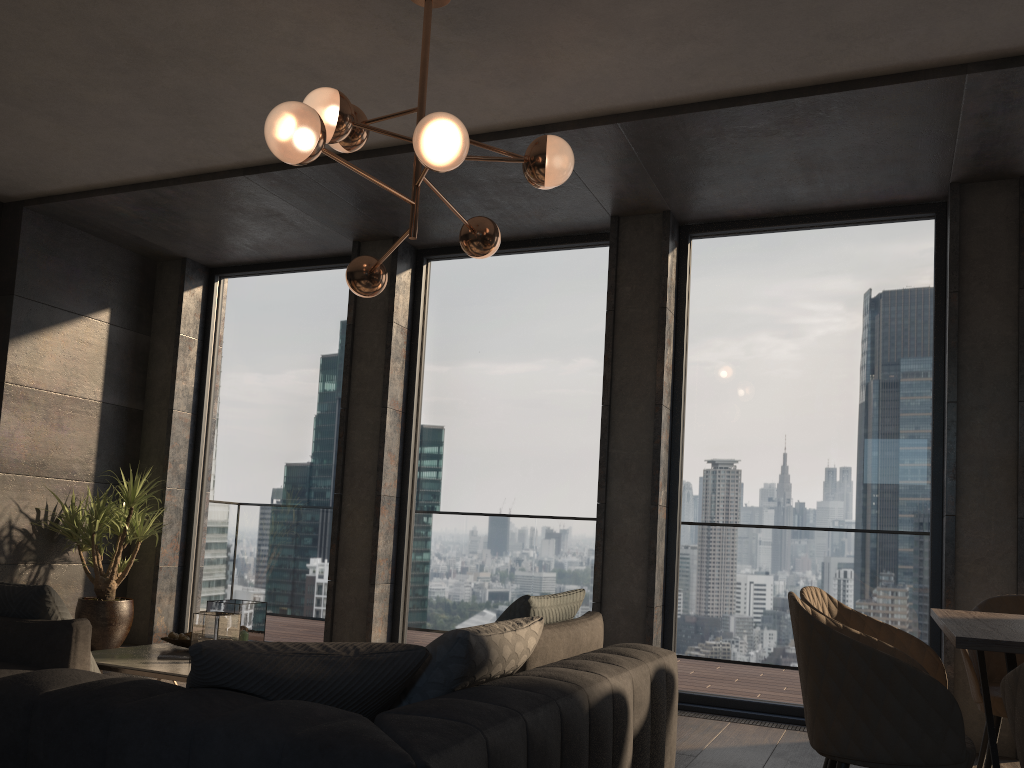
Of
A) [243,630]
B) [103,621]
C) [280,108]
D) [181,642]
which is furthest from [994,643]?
[103,621]

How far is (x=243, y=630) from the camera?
4.1m

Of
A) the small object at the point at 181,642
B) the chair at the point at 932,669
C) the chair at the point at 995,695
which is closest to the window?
the chair at the point at 995,695

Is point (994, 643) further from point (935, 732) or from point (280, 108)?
point (280, 108)

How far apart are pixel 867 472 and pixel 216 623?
3.58m

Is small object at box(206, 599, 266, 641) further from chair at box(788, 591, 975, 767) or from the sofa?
chair at box(788, 591, 975, 767)

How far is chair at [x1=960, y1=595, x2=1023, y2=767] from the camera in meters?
3.3 m

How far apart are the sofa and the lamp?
1.4m

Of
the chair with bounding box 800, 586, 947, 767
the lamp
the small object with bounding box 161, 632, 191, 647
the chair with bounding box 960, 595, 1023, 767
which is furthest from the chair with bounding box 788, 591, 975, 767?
the small object with bounding box 161, 632, 191, 647

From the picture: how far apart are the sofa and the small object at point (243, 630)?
1.7 meters
